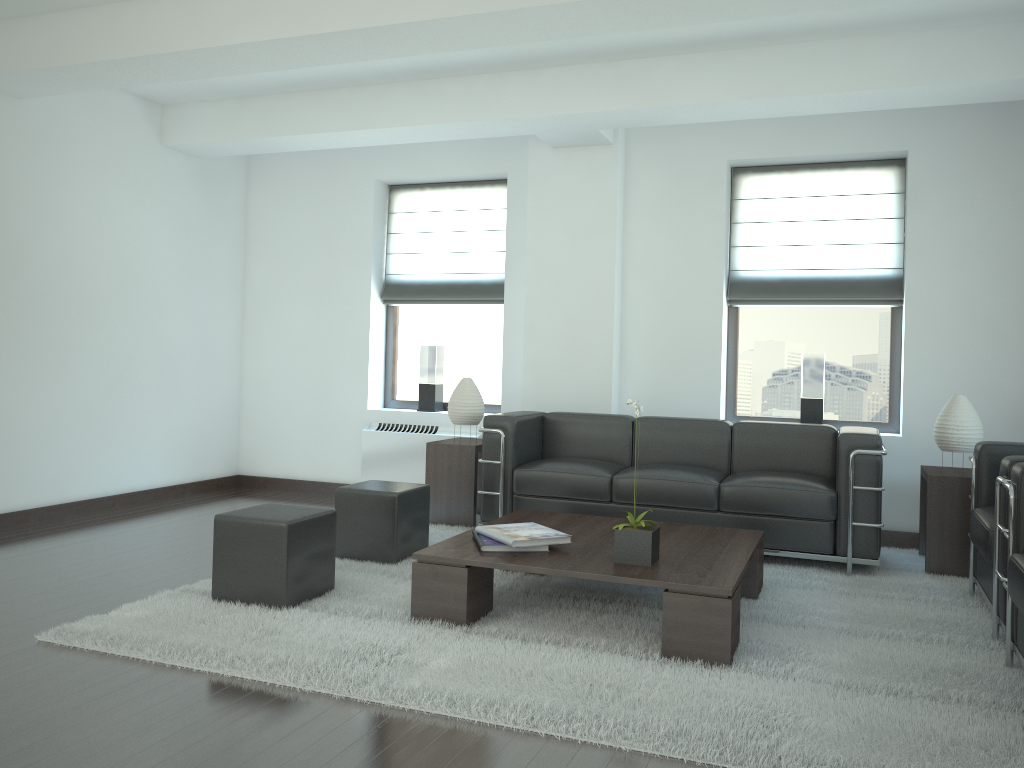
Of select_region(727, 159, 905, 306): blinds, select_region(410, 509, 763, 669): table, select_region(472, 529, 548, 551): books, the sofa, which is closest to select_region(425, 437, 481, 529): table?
the sofa

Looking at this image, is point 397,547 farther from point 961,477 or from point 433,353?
point 961,477

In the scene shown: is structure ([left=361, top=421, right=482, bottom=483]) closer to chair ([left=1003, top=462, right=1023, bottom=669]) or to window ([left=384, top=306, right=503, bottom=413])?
window ([left=384, top=306, right=503, bottom=413])

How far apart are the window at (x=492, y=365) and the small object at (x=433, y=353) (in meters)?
0.19

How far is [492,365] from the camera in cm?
1043

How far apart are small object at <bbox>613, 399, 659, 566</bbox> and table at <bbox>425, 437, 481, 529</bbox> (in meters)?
3.12

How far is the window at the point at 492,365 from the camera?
10.43m

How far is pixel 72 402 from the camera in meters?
8.8

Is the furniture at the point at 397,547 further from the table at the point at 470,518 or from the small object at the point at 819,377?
the small object at the point at 819,377

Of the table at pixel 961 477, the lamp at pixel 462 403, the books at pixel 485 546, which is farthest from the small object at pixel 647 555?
the lamp at pixel 462 403
